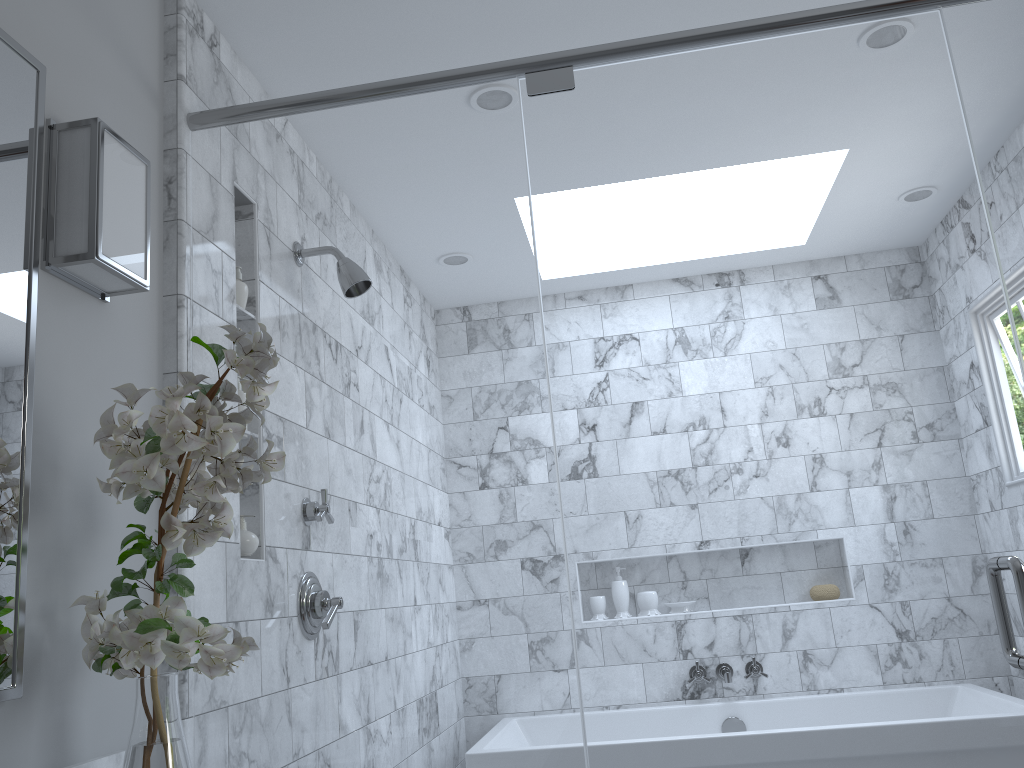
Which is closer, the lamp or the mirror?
the mirror

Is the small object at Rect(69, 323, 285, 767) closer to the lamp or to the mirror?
the mirror

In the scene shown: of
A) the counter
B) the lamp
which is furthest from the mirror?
the counter

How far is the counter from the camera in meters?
1.4 m

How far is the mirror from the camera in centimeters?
Answer: 122cm

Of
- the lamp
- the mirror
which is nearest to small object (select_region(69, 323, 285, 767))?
Answer: the mirror

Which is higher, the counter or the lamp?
the lamp

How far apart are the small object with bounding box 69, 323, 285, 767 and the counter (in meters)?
0.14

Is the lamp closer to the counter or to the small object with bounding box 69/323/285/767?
the small object with bounding box 69/323/285/767

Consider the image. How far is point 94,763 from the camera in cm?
136
